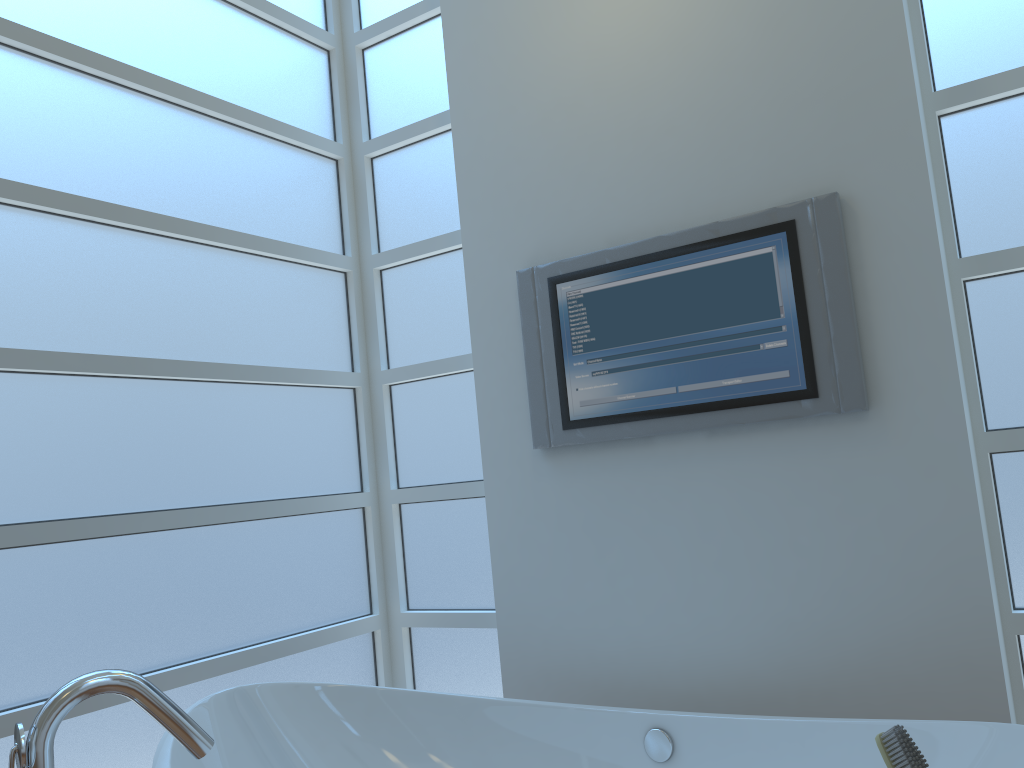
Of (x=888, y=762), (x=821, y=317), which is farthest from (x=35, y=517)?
(x=888, y=762)

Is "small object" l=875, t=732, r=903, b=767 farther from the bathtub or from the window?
the window

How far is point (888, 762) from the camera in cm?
45

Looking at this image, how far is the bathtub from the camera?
1.5 meters

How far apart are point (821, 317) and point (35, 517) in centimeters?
187cm

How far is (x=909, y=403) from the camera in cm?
198

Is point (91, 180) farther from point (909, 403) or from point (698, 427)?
point (909, 403)

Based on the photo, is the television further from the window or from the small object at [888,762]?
the small object at [888,762]

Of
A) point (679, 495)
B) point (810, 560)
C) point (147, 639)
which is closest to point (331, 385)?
point (147, 639)

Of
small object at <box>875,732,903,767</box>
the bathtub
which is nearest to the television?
the bathtub
